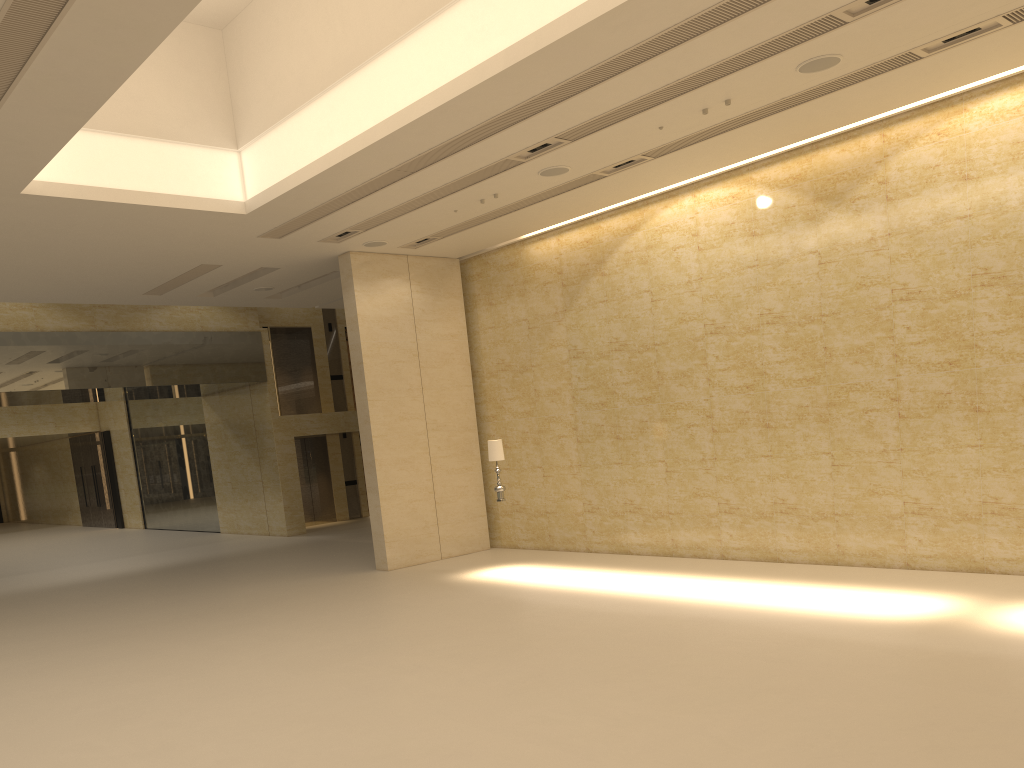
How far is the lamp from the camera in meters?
14.5

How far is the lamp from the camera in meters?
14.5 m

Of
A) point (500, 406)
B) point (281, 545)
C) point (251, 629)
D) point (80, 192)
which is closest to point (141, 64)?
point (80, 192)

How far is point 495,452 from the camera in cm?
1450
